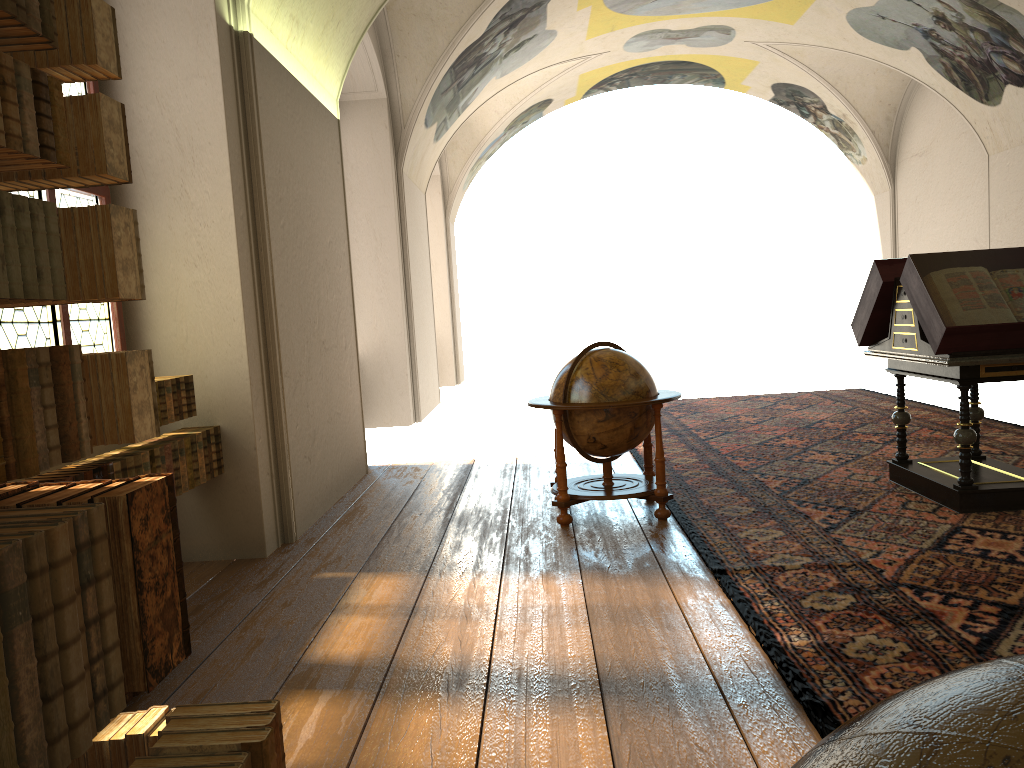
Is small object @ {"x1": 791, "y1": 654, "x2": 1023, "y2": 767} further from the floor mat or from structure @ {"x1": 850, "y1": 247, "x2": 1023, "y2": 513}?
structure @ {"x1": 850, "y1": 247, "x2": 1023, "y2": 513}

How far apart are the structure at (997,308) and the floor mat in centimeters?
5cm

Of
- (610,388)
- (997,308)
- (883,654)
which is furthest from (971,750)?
(997,308)

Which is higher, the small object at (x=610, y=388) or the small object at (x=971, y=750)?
the small object at (x=971, y=750)

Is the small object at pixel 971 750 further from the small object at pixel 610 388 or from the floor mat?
the small object at pixel 610 388

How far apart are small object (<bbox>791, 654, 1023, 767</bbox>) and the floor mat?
2.9m

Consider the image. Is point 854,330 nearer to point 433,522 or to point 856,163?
point 433,522

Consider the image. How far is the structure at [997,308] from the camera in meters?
6.3 m

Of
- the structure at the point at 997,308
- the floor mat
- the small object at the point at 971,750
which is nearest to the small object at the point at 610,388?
the floor mat

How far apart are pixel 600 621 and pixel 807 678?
1.26m
